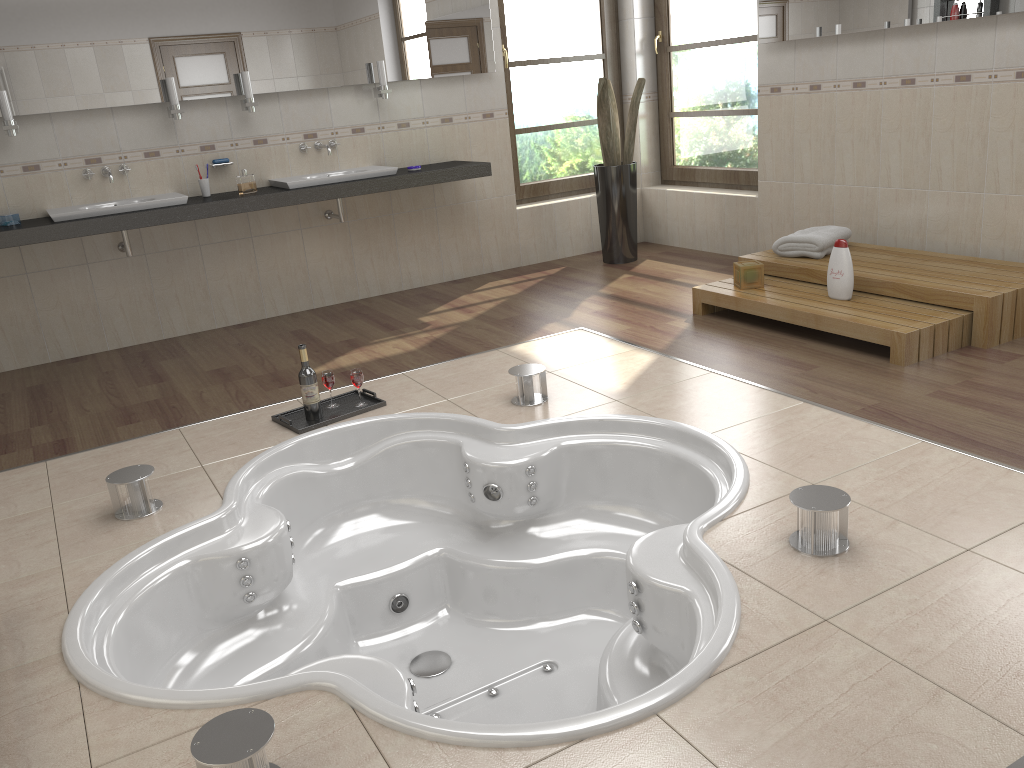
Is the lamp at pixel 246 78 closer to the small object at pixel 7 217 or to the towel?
the small object at pixel 7 217

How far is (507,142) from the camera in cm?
597

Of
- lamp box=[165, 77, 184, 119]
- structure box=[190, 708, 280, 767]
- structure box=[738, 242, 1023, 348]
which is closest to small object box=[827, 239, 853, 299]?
structure box=[738, 242, 1023, 348]

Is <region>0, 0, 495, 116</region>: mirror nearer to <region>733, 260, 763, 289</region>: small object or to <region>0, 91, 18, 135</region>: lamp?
<region>0, 91, 18, 135</region>: lamp

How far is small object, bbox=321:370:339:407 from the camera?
3.6 meters

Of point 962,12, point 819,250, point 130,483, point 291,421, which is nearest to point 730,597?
point 130,483

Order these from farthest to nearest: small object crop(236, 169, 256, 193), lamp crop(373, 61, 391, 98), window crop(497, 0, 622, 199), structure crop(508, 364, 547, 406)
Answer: window crop(497, 0, 622, 199), lamp crop(373, 61, 391, 98), small object crop(236, 169, 256, 193), structure crop(508, 364, 547, 406)

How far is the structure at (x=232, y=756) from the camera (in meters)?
1.57

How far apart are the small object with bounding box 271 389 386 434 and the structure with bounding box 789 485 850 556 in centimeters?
187cm

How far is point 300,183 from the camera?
5.0m
